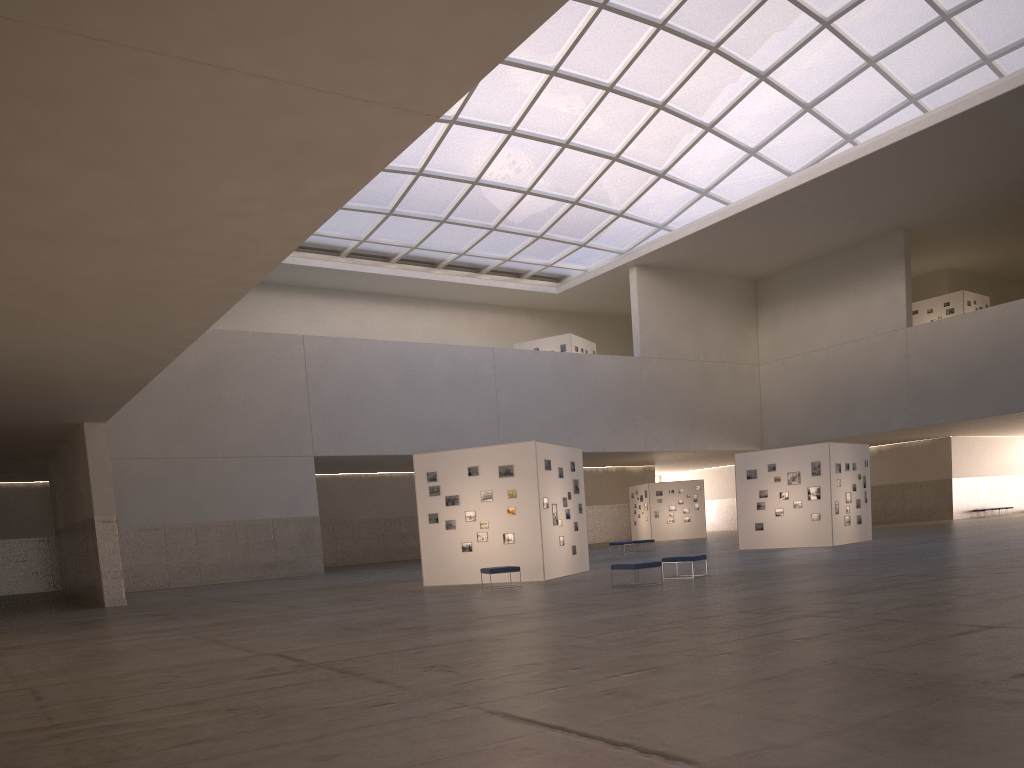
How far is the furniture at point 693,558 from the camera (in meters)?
24.60

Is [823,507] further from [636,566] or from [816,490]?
[636,566]

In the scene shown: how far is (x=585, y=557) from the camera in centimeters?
Result: 3172cm

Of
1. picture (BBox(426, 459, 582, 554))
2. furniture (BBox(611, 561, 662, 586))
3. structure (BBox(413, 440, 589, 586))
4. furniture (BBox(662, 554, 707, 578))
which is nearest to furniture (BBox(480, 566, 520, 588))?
structure (BBox(413, 440, 589, 586))

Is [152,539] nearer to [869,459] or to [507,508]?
[507,508]

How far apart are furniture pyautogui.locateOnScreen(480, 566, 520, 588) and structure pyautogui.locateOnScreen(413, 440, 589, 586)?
2.13m

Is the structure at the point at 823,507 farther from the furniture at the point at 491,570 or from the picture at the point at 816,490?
the furniture at the point at 491,570

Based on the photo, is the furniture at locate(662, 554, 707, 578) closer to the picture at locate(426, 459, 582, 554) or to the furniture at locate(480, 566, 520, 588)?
the furniture at locate(480, 566, 520, 588)

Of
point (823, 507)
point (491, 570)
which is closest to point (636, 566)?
point (491, 570)

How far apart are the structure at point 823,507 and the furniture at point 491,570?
18.3 meters
